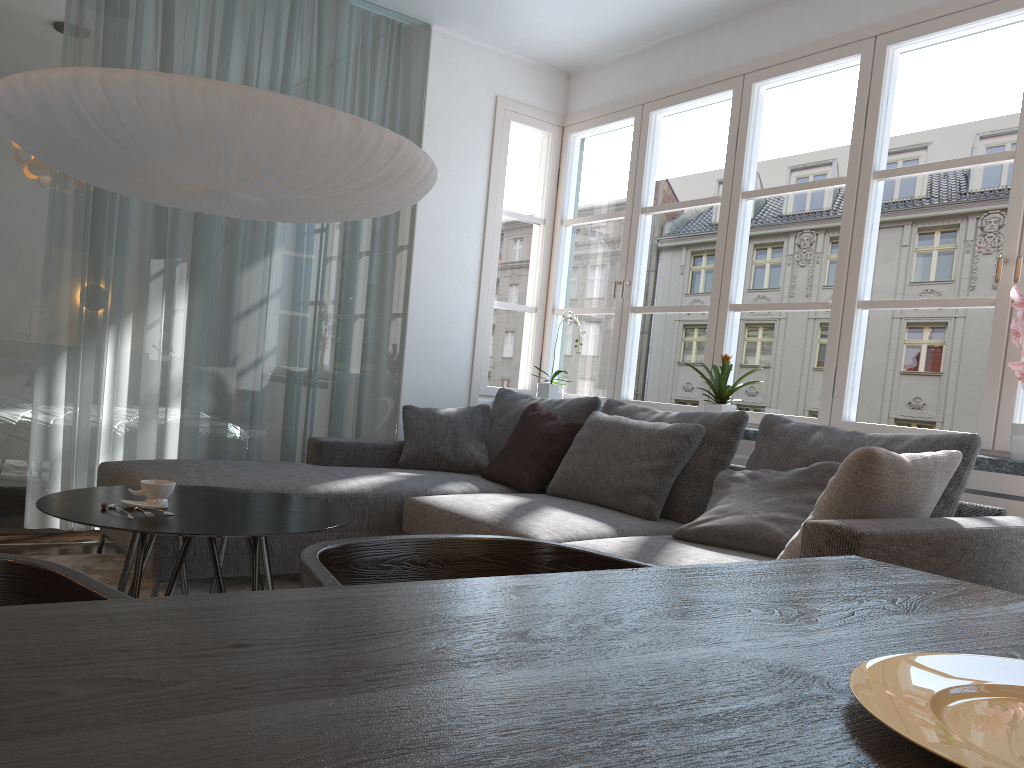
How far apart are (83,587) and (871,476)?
1.9 meters

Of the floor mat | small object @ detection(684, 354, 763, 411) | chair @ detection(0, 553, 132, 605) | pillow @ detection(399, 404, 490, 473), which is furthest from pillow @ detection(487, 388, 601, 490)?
chair @ detection(0, 553, 132, 605)

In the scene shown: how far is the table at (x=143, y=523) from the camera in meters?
2.2

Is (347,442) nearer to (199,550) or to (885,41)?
(199,550)

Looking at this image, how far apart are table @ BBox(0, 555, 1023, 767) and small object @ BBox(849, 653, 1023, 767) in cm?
1

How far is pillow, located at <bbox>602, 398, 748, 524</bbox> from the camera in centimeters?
340cm

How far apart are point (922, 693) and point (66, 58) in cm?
425

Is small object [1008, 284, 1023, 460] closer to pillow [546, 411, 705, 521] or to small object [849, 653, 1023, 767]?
pillow [546, 411, 705, 521]

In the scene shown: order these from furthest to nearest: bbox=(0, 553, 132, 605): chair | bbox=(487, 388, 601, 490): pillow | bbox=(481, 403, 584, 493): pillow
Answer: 1. bbox=(487, 388, 601, 490): pillow
2. bbox=(481, 403, 584, 493): pillow
3. bbox=(0, 553, 132, 605): chair

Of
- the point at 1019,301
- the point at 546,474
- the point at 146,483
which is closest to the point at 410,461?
the point at 546,474
